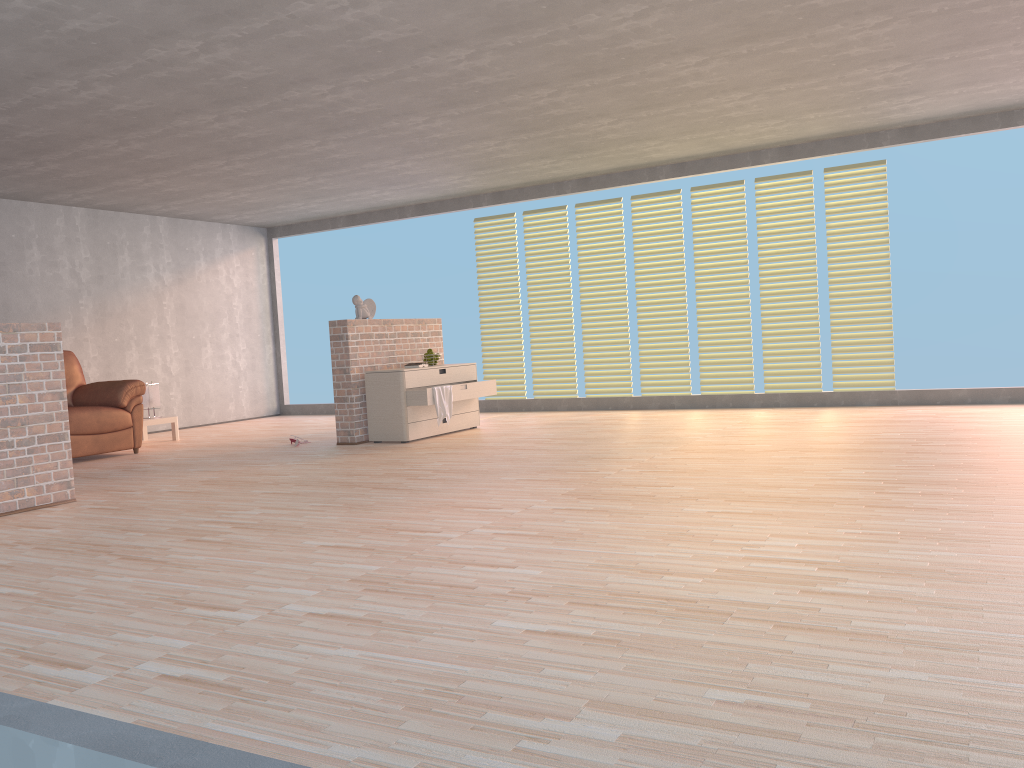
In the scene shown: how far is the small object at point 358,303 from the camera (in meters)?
7.67

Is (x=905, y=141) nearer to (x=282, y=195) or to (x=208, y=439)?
(x=282, y=195)

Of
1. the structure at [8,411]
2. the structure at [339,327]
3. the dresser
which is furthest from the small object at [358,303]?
the structure at [8,411]

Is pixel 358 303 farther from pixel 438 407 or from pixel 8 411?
pixel 8 411

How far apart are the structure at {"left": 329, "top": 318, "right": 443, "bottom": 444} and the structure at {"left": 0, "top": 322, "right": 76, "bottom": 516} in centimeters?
258cm

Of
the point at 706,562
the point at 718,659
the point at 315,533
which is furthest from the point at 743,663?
the point at 315,533

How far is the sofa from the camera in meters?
7.4

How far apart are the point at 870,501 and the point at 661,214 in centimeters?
564cm

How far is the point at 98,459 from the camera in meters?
7.5 m

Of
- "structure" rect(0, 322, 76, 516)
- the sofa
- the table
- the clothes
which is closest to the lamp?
the table
